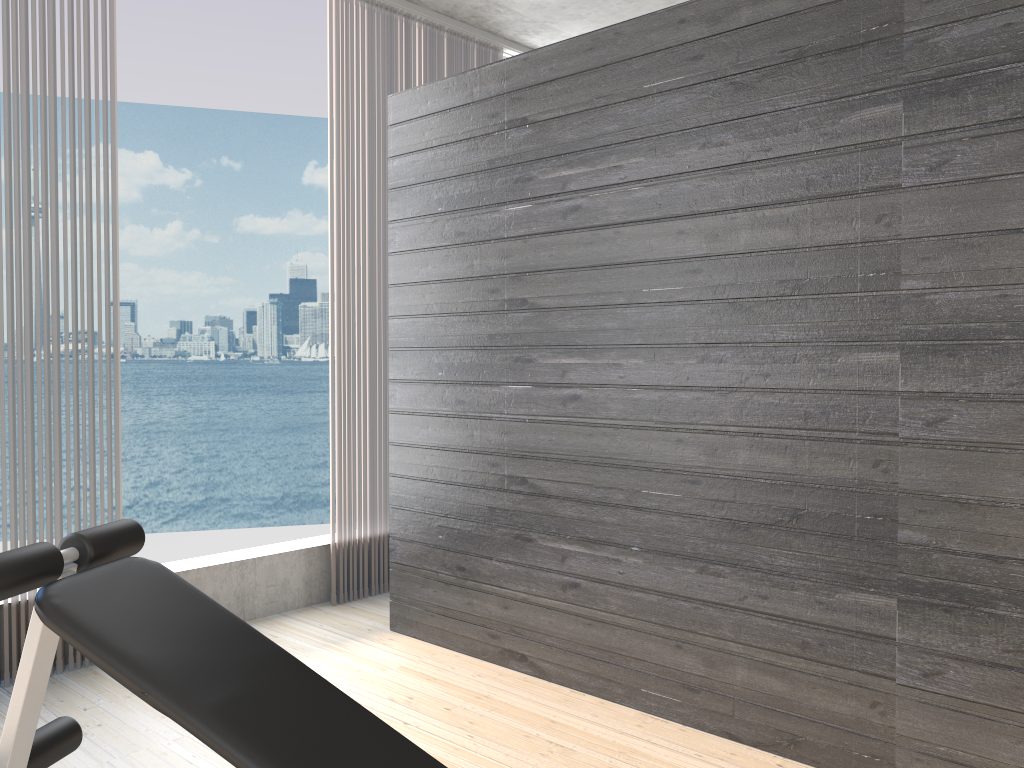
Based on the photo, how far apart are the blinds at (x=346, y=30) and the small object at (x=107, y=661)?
1.97m

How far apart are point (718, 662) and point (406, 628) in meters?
1.4 m

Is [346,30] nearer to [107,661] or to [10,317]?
[10,317]

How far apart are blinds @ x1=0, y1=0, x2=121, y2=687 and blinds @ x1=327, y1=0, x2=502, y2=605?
0.9m

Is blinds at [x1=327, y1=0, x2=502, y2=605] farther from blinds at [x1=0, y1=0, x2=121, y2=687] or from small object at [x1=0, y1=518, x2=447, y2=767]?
small object at [x1=0, y1=518, x2=447, y2=767]

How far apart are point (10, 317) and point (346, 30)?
1.9 meters

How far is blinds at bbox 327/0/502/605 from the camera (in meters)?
3.94

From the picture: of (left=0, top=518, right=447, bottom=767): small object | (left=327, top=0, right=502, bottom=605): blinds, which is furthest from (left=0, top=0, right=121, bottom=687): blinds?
(left=0, top=518, right=447, bottom=767): small object

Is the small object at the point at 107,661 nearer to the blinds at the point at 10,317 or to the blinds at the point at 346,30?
the blinds at the point at 10,317

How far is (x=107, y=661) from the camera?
1.5m
